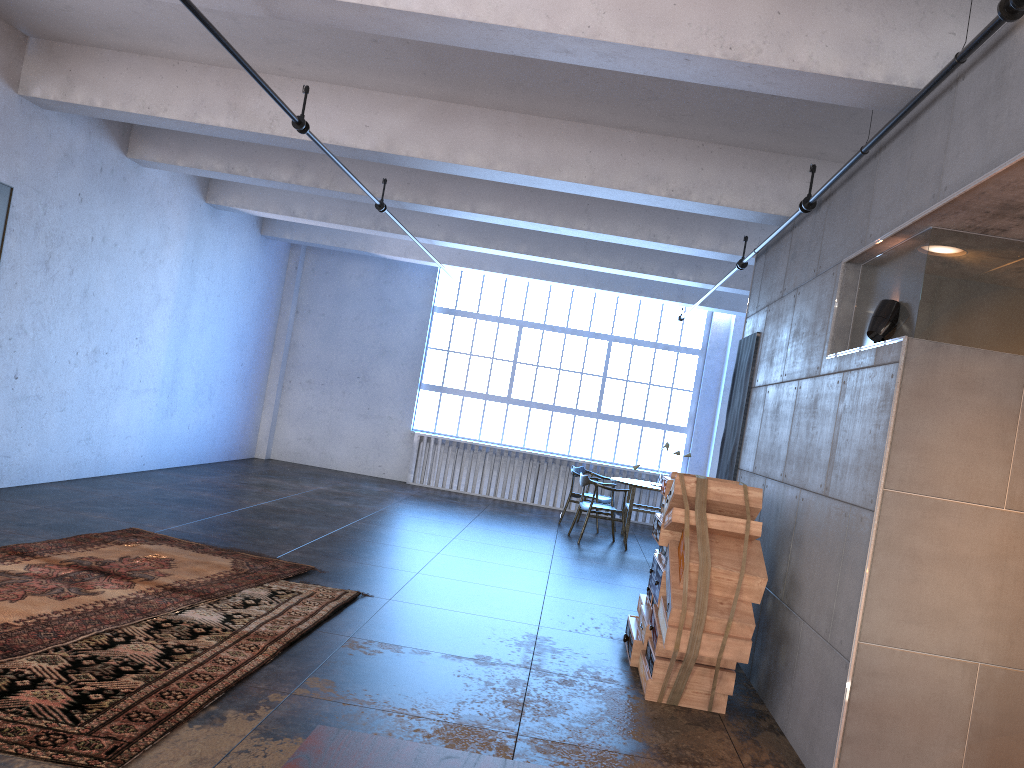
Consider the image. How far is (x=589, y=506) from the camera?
10.98m

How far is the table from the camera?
11.69m

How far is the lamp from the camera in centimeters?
442cm

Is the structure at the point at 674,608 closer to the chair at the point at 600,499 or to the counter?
the counter

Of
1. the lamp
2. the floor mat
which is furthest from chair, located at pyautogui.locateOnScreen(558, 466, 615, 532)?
the lamp

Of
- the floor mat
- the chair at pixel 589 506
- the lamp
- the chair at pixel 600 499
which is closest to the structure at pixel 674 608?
the lamp

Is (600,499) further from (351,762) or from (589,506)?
(351,762)

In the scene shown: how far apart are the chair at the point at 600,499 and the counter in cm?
1102

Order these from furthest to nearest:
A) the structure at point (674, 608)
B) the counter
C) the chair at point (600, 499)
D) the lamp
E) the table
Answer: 1. the chair at point (600, 499)
2. the table
3. the structure at point (674, 608)
4. the lamp
5. the counter

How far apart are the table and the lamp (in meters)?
7.32
